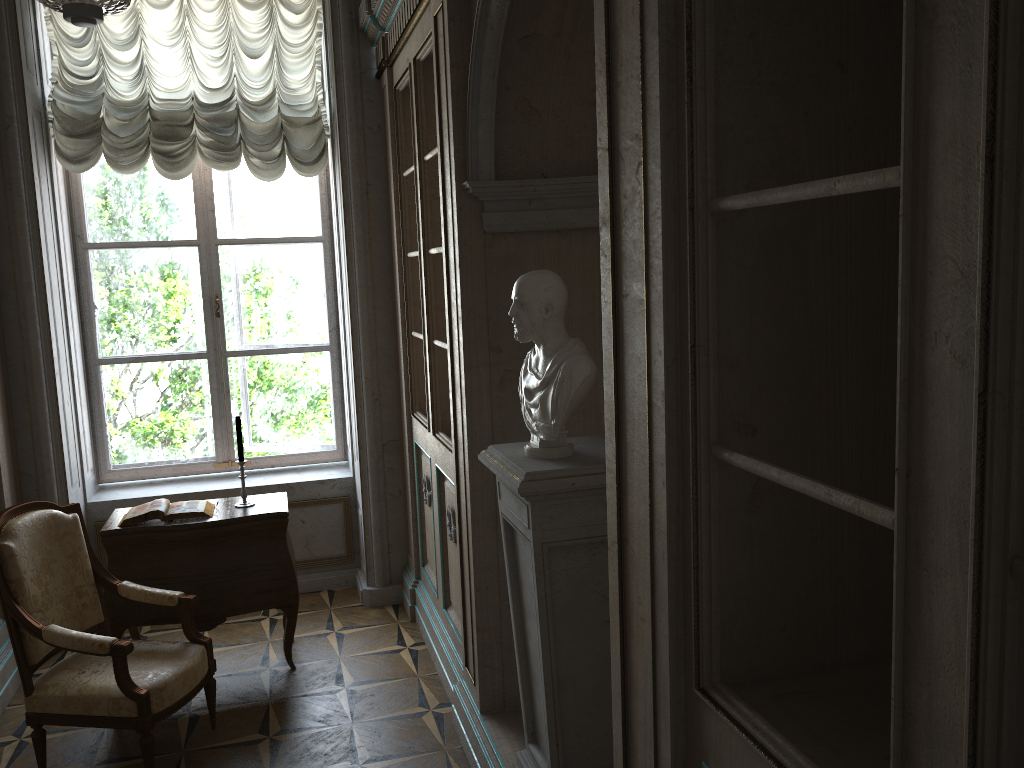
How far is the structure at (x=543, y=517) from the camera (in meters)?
2.35

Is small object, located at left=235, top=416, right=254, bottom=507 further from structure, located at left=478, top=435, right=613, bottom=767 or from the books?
structure, located at left=478, top=435, right=613, bottom=767

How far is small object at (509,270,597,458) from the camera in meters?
2.3 m

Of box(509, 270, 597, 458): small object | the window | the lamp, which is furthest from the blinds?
box(509, 270, 597, 458): small object

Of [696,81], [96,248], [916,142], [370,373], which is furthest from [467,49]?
[96,248]

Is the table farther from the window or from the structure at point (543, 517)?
the structure at point (543, 517)

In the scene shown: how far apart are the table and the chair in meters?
0.2 m

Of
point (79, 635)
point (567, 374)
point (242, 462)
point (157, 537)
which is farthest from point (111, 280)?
point (567, 374)

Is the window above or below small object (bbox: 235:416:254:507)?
above

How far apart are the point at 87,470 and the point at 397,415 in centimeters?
178cm
